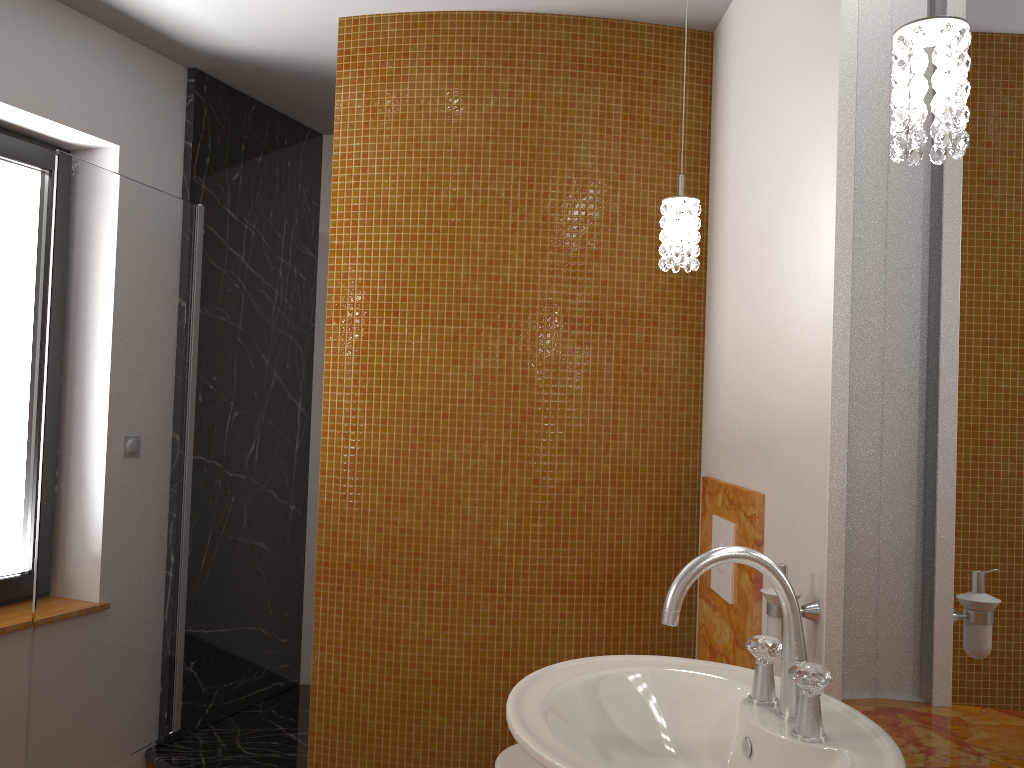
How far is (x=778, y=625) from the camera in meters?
1.7 m

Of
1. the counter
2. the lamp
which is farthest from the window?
the counter

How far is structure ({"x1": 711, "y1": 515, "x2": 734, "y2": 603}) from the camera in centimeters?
223cm

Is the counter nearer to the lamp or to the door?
the lamp

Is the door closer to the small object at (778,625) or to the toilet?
the toilet

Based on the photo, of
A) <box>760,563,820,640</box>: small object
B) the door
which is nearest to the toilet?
<box>760,563,820,640</box>: small object

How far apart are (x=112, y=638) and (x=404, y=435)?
1.14m

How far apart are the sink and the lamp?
0.5m

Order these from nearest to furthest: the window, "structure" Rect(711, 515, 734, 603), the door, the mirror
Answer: the mirror < "structure" Rect(711, 515, 734, 603) < the door < the window

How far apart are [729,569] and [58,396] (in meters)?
1.90
